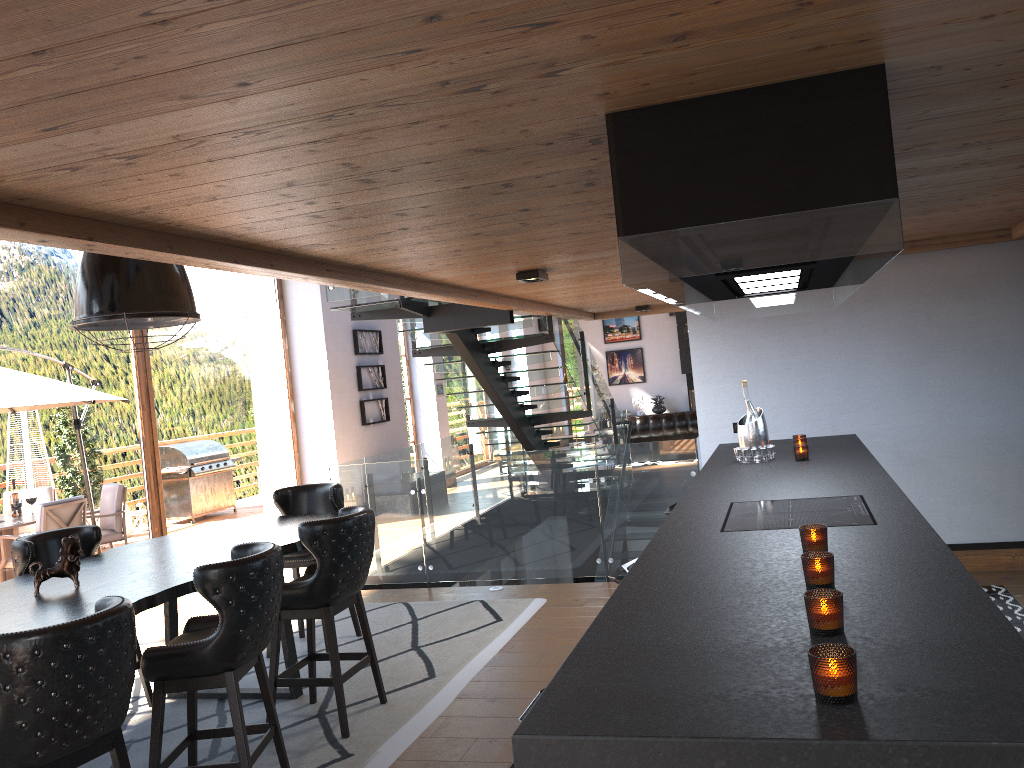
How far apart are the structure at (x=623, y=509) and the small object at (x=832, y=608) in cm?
507

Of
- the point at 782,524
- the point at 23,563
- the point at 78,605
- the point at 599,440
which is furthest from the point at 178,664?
the point at 599,440

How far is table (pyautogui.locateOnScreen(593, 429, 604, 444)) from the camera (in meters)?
16.17

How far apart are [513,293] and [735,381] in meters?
1.9

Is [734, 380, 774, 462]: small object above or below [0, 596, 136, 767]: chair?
above

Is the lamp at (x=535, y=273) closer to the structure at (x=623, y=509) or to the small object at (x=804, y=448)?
the structure at (x=623, y=509)

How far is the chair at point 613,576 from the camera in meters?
3.8

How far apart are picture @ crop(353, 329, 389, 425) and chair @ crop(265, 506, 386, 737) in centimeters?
785cm

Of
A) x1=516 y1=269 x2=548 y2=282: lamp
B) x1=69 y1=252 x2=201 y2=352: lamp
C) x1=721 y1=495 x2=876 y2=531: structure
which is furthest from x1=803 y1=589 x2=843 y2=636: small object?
x1=516 y1=269 x2=548 y2=282: lamp

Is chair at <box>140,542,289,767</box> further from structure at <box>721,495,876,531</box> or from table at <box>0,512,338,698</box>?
structure at <box>721,495,876,531</box>
